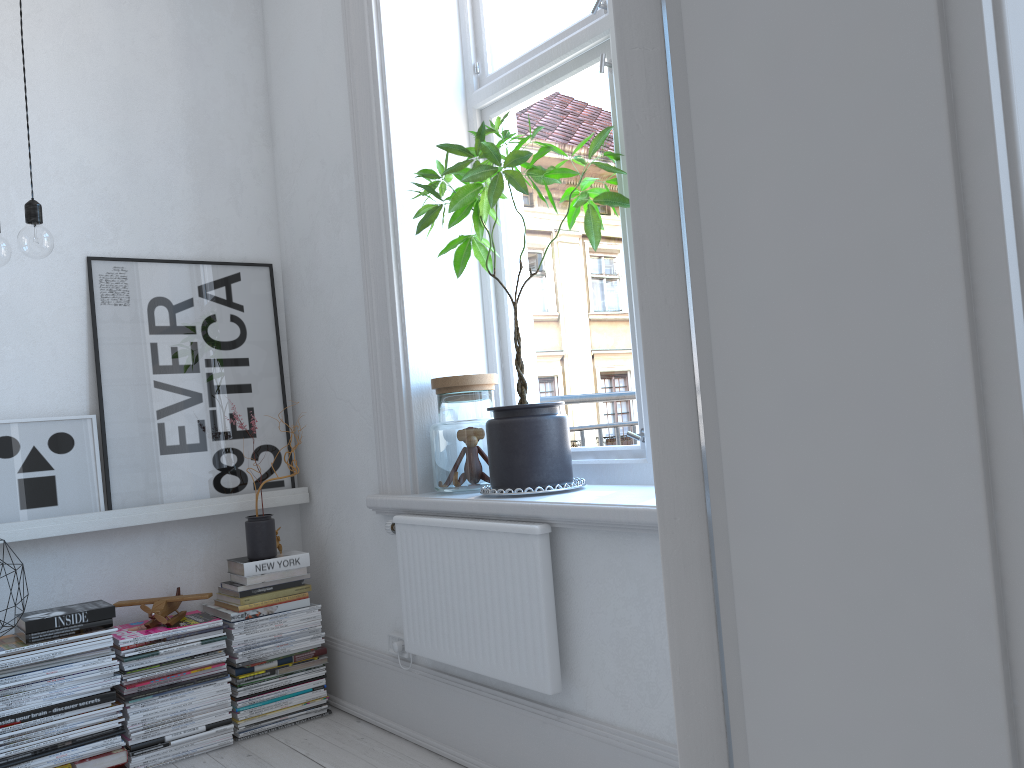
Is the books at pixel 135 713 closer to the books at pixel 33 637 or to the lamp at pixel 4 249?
the books at pixel 33 637

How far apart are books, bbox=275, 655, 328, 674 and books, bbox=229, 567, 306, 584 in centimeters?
30cm

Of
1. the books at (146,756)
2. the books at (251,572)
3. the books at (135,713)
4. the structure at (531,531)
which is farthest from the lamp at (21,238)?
the books at (146,756)

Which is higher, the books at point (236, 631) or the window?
the window

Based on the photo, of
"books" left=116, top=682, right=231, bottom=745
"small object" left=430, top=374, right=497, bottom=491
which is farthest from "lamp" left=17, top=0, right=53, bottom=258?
"books" left=116, top=682, right=231, bottom=745

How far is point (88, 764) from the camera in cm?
250

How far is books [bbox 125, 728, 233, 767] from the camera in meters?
2.6 m

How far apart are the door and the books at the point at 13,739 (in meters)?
2.32

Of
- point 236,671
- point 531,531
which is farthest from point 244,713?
point 531,531

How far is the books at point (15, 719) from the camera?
2.4 meters
